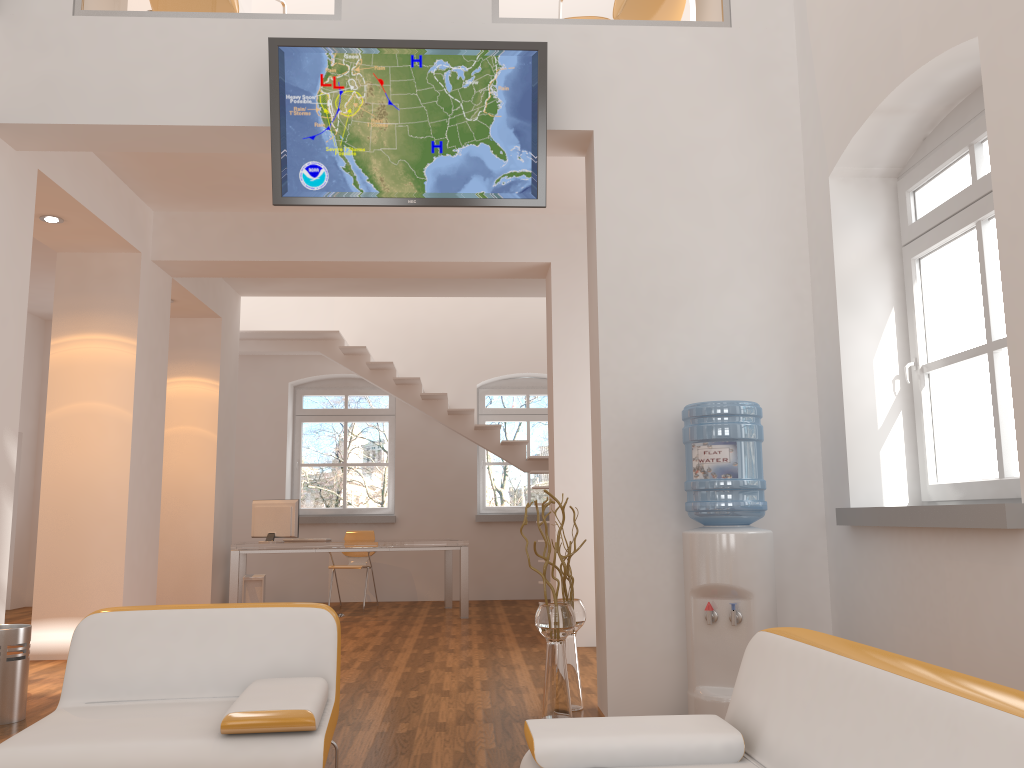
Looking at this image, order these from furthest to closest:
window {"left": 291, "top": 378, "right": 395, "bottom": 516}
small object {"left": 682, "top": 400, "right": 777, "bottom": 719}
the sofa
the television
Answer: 1. window {"left": 291, "top": 378, "right": 395, "bottom": 516}
2. the television
3. small object {"left": 682, "top": 400, "right": 777, "bottom": 719}
4. the sofa

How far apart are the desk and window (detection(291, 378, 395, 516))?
1.4 meters

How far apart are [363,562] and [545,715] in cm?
607

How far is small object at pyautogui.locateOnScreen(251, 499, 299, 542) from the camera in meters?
8.7

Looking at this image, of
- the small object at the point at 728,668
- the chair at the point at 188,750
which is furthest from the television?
the chair at the point at 188,750

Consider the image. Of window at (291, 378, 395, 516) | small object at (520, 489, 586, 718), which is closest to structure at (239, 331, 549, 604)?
window at (291, 378, 395, 516)

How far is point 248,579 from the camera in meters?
8.7

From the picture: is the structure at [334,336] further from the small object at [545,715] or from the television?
the television

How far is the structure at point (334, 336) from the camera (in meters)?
10.03

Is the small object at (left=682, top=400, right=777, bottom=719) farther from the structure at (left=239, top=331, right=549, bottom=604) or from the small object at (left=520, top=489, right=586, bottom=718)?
the structure at (left=239, top=331, right=549, bottom=604)
